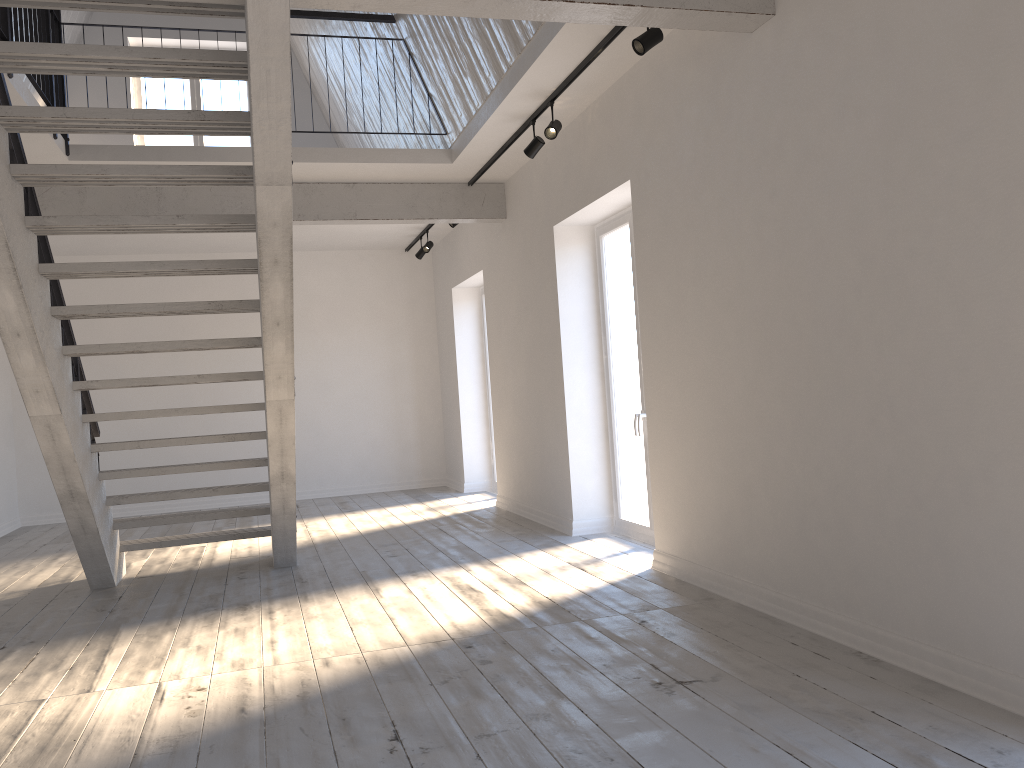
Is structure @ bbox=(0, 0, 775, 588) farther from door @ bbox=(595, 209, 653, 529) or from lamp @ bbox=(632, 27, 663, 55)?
door @ bbox=(595, 209, 653, 529)

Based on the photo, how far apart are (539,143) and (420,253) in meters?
4.3

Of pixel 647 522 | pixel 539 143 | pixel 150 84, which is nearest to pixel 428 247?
pixel 539 143

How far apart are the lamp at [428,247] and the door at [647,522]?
3.3 meters

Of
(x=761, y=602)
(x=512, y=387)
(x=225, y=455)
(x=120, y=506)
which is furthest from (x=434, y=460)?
(x=761, y=602)

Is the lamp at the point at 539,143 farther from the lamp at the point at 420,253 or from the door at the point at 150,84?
the door at the point at 150,84

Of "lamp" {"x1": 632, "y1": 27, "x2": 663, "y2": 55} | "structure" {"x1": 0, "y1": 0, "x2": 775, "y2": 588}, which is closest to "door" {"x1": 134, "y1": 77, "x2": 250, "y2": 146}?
"structure" {"x1": 0, "y1": 0, "x2": 775, "y2": 588}

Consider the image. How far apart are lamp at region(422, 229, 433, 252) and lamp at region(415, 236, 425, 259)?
0.4m

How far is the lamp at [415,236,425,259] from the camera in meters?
10.1 m

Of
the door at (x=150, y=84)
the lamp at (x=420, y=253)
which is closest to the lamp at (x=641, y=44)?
the lamp at (x=420, y=253)
